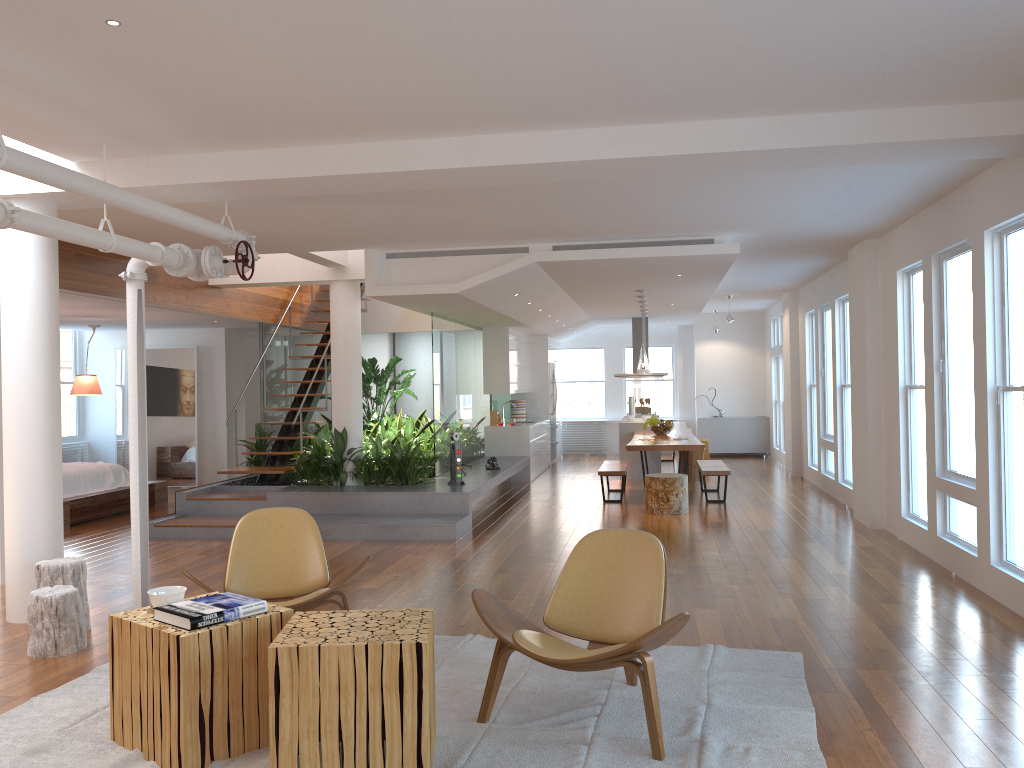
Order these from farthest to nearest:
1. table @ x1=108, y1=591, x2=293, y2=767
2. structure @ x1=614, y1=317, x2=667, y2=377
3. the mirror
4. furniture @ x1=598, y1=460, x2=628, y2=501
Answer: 1. structure @ x1=614, y1=317, x2=667, y2=377
2. the mirror
3. furniture @ x1=598, y1=460, x2=628, y2=501
4. table @ x1=108, y1=591, x2=293, y2=767

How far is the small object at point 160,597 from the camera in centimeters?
354cm

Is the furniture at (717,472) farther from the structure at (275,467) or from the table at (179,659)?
the table at (179,659)

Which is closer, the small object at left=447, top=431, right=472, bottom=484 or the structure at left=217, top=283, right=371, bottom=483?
the small object at left=447, top=431, right=472, bottom=484

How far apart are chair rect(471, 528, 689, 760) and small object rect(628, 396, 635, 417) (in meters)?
10.79

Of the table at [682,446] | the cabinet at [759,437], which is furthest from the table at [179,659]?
the cabinet at [759,437]

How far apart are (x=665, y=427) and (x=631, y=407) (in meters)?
3.02

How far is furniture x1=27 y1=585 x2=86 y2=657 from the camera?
4.74m

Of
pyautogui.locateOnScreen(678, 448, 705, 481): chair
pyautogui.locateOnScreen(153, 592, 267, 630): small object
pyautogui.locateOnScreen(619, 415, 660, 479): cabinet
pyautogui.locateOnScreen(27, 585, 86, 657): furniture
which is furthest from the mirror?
pyautogui.locateOnScreen(153, 592, 267, 630): small object

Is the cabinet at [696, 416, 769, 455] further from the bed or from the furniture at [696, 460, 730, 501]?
the bed
